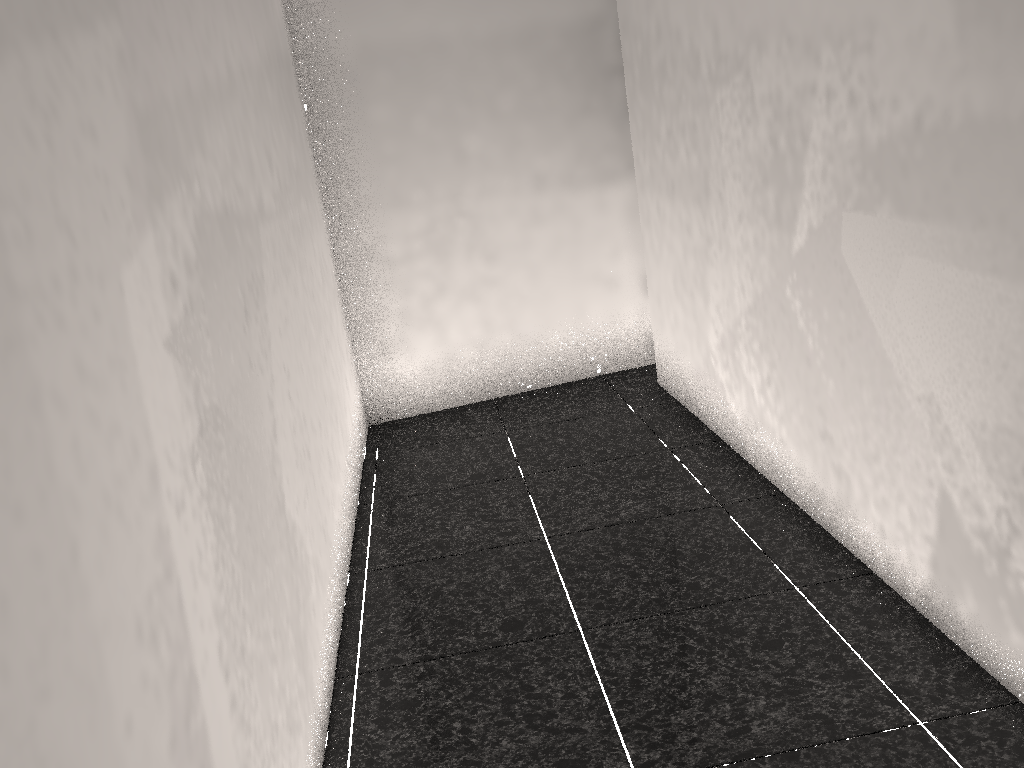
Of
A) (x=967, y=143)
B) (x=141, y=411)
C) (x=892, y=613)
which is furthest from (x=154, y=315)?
(x=892, y=613)

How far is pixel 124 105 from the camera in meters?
1.4 m
